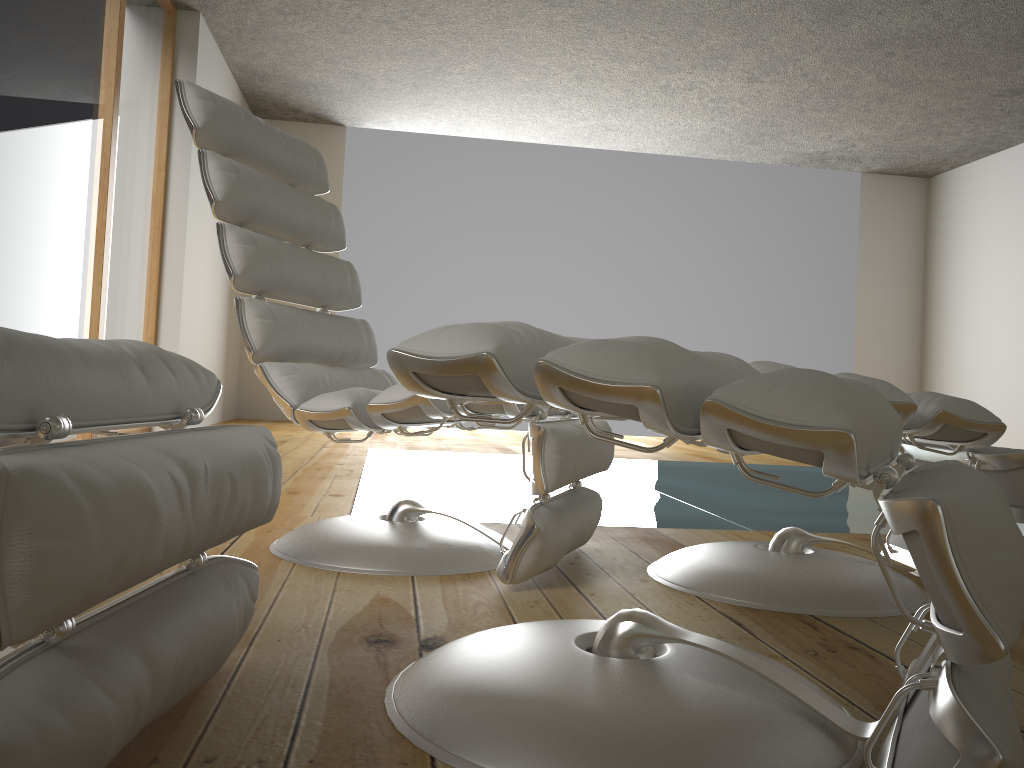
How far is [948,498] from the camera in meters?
0.7 m

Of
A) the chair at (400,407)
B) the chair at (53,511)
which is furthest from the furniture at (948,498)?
the chair at (400,407)

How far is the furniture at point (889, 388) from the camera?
1.5m

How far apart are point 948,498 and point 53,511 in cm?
64

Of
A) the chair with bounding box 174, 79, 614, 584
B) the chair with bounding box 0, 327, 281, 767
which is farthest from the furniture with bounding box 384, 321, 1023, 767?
the chair with bounding box 174, 79, 614, 584

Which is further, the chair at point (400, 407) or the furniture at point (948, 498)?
the chair at point (400, 407)

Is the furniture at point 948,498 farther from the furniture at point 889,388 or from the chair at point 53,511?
the furniture at point 889,388

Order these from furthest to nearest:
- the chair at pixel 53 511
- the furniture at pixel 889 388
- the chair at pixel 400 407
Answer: the chair at pixel 400 407
the furniture at pixel 889 388
the chair at pixel 53 511

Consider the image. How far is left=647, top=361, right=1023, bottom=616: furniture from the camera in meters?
1.5 m

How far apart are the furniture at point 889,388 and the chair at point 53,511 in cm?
86
